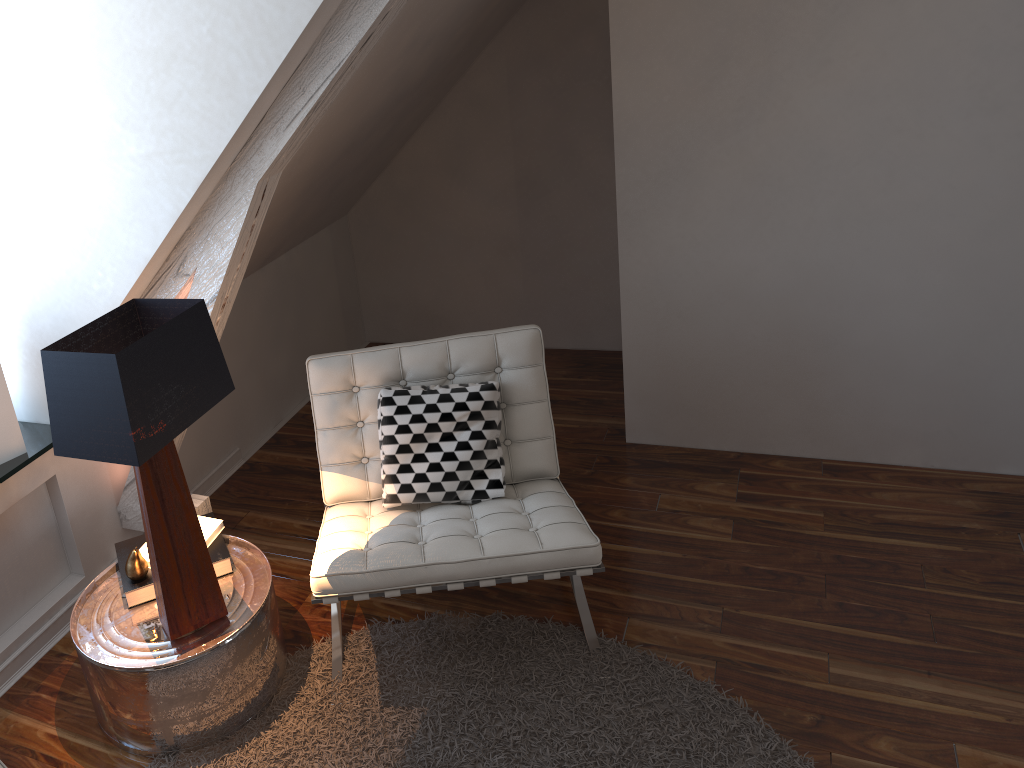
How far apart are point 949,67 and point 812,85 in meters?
0.3 m

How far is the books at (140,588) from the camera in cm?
206

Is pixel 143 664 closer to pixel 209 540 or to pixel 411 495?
pixel 209 540

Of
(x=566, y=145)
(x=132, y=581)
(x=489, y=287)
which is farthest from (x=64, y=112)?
(x=489, y=287)

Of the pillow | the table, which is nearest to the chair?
the pillow

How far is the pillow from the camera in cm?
226

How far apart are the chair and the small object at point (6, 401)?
0.7 meters

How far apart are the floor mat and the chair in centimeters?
2cm

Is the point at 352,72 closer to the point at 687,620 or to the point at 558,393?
the point at 687,620

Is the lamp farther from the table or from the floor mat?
the floor mat
